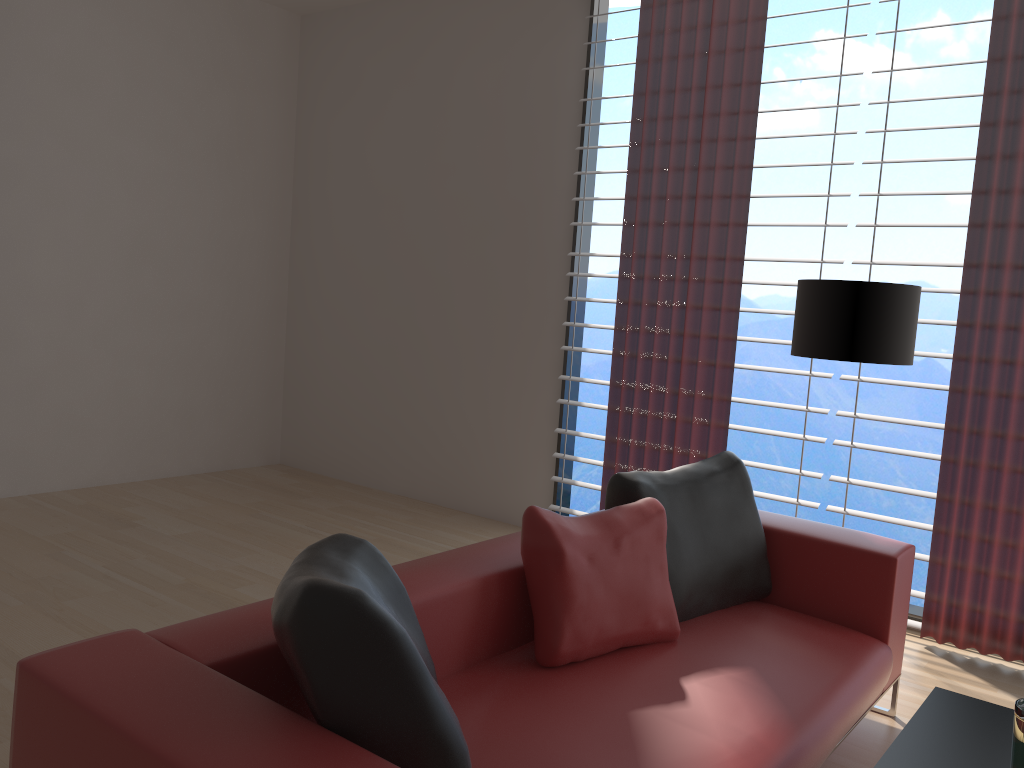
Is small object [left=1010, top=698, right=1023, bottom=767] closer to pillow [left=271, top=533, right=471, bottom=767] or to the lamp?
pillow [left=271, top=533, right=471, bottom=767]

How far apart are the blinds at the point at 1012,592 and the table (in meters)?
2.15

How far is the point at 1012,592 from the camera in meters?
4.6

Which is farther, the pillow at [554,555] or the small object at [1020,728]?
the pillow at [554,555]

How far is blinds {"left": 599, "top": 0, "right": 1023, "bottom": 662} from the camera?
4.6 meters

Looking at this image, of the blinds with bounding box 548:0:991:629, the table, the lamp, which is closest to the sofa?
the table

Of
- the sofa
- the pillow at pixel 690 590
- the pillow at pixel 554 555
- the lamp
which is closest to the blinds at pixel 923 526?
the lamp

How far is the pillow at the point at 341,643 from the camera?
1.9 meters

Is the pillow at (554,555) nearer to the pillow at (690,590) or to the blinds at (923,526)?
the pillow at (690,590)

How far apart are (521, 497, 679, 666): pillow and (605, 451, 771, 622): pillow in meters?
0.1
